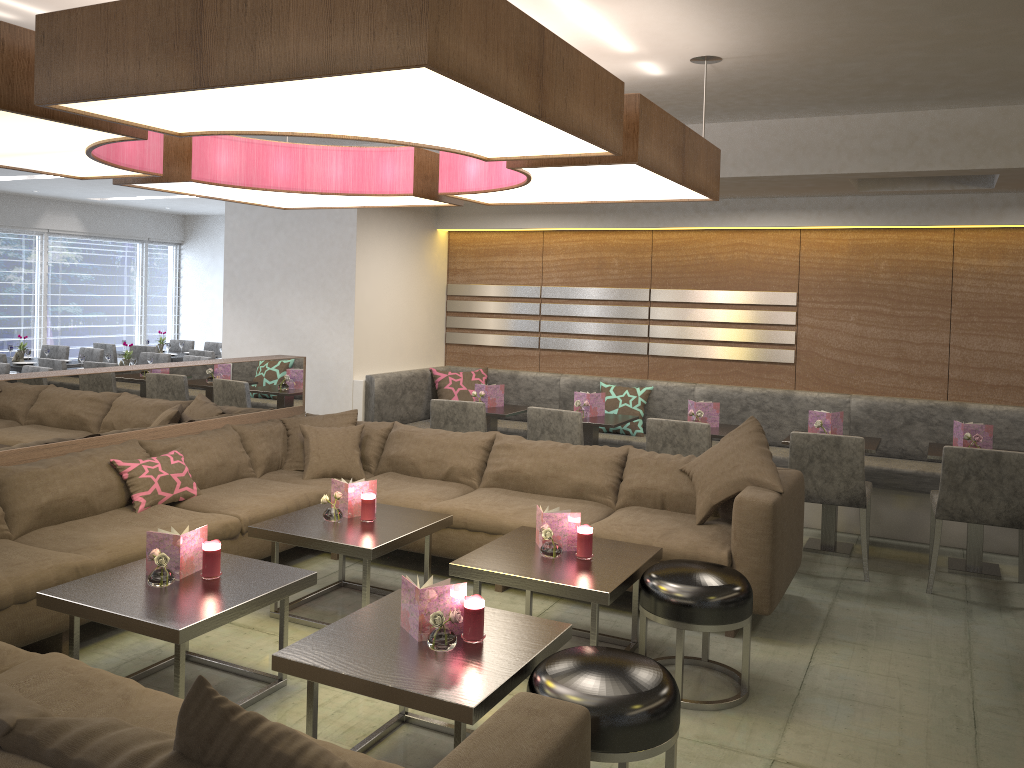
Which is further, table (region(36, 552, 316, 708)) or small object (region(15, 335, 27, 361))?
small object (region(15, 335, 27, 361))

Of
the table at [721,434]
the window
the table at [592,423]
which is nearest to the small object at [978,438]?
the table at [721,434]

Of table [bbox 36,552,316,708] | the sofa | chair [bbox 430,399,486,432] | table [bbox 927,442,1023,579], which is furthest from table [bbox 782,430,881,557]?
table [bbox 36,552,316,708]

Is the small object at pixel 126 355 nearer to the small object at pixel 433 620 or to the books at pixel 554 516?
the books at pixel 554 516

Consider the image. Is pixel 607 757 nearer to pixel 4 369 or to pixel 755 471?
pixel 755 471

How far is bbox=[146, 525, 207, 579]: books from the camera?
3.2 meters

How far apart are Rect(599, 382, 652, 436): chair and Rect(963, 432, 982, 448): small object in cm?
221

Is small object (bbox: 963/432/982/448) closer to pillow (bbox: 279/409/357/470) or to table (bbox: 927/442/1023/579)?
table (bbox: 927/442/1023/579)

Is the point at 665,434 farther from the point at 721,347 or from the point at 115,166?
the point at 115,166

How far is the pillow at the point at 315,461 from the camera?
4.99m
